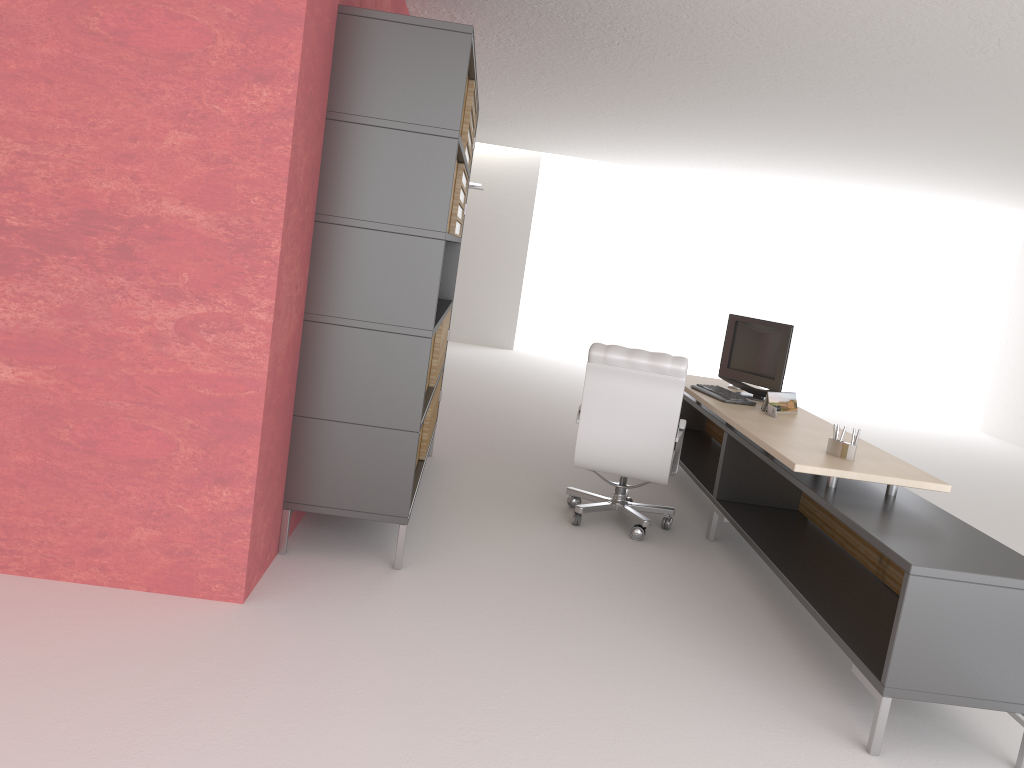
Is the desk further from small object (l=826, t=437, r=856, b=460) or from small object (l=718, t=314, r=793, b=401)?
small object (l=718, t=314, r=793, b=401)

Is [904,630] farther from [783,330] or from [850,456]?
[783,330]

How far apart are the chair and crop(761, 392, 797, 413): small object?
0.8 meters

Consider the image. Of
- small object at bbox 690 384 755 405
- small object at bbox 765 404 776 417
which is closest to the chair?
small object at bbox 690 384 755 405

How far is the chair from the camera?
7.3 meters

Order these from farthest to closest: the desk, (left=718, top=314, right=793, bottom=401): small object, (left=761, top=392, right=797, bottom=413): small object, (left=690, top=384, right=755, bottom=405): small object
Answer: (left=718, top=314, right=793, bottom=401): small object → (left=690, top=384, right=755, bottom=405): small object → (left=761, top=392, right=797, bottom=413): small object → the desk

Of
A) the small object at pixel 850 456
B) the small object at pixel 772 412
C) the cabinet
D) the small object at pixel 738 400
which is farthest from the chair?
the small object at pixel 850 456

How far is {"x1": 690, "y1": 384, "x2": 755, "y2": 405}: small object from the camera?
8.1 meters

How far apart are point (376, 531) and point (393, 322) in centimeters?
187cm

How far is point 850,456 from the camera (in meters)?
6.10
